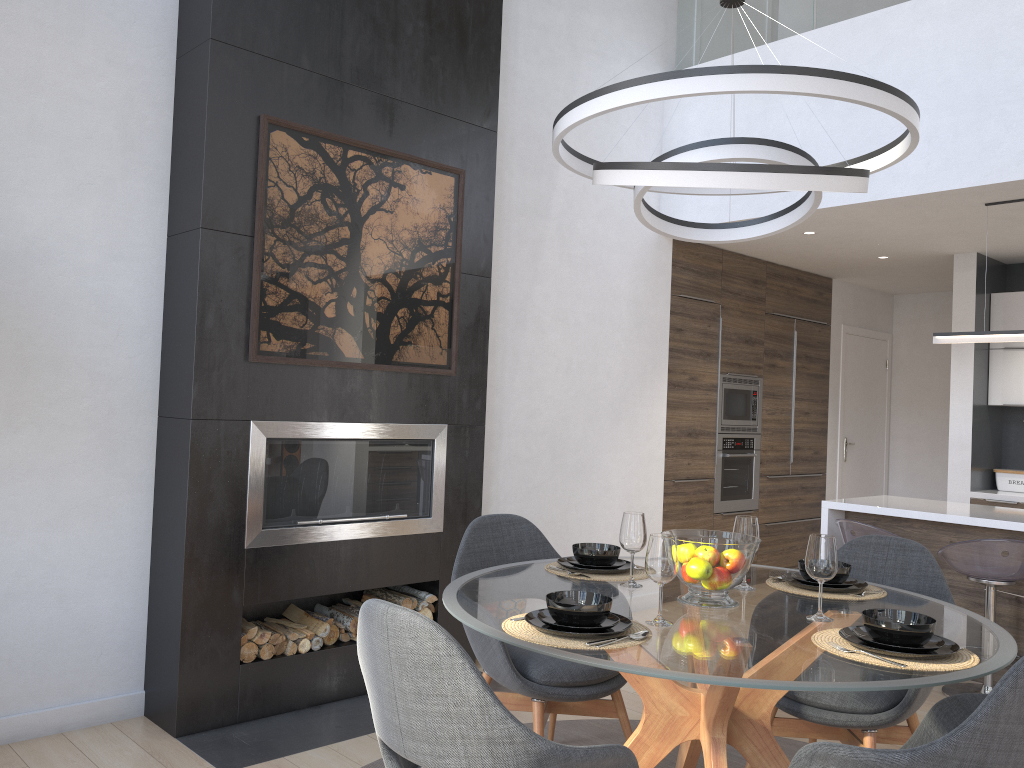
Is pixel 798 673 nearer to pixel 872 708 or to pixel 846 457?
pixel 872 708

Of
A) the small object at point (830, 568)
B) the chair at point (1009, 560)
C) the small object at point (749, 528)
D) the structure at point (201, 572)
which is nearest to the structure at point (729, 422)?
the chair at point (1009, 560)

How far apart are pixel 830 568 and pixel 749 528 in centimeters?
40cm

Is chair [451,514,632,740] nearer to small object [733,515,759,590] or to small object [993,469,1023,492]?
small object [733,515,759,590]

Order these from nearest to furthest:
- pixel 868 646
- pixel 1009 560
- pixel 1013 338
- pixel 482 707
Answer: pixel 482 707 < pixel 868 646 < pixel 1009 560 < pixel 1013 338

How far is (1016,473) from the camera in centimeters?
617cm

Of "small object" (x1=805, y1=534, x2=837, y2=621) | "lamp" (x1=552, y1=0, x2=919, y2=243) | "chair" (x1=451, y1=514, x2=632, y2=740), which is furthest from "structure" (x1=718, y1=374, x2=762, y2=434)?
"small object" (x1=805, y1=534, x2=837, y2=621)

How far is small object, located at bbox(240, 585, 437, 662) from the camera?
3.60m

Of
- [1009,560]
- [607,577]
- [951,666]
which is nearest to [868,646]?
[951,666]

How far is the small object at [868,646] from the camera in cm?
198
